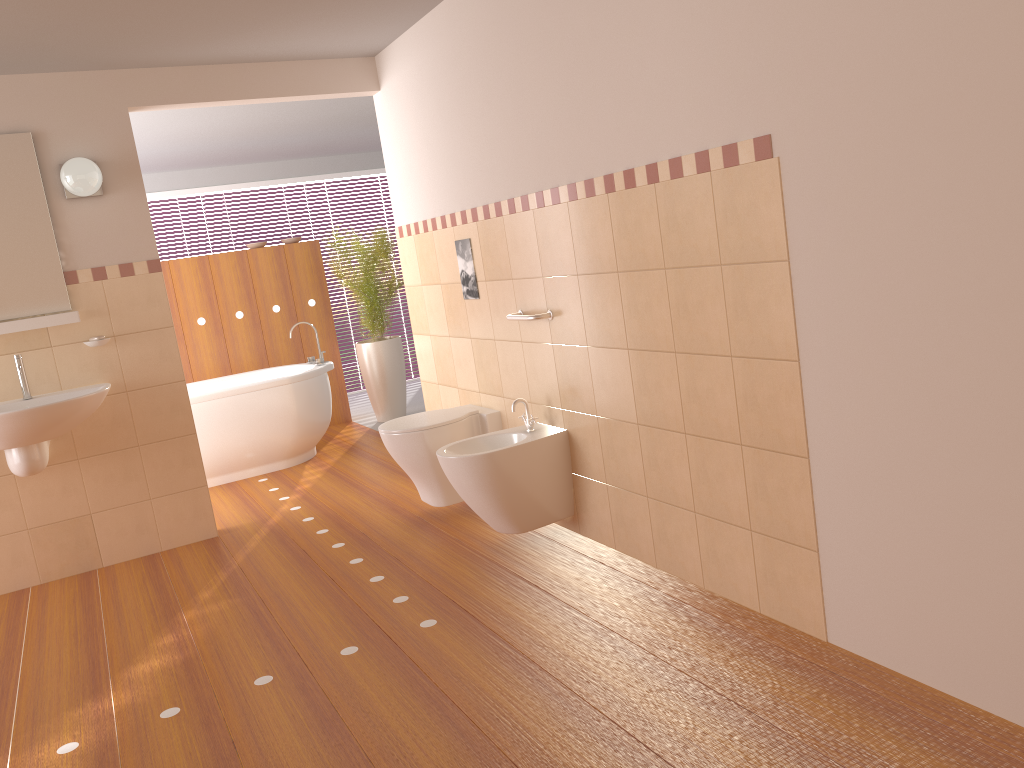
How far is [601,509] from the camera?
3.5m

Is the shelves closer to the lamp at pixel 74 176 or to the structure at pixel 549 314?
the lamp at pixel 74 176

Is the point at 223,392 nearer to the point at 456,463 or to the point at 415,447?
the point at 415,447

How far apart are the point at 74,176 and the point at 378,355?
3.1 meters

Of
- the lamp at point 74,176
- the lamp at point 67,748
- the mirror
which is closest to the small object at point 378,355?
the lamp at point 74,176

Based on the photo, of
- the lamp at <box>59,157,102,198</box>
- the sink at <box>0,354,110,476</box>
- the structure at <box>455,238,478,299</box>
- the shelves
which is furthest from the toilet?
the lamp at <box>59,157,102,198</box>

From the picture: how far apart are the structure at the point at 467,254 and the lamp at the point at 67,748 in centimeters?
163cm

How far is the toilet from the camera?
4.0 meters

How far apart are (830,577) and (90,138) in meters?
3.6 m

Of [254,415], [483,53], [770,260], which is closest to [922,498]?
[770,260]
